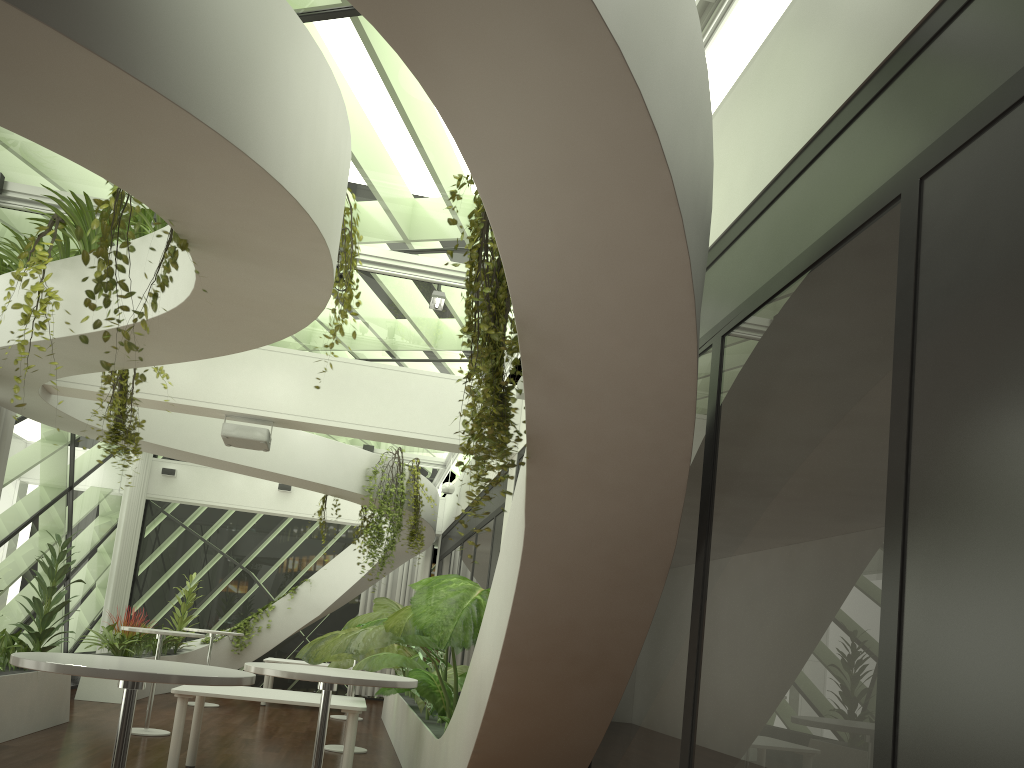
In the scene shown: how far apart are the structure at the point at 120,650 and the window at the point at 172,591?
1.5m

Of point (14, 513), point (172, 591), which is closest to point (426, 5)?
point (14, 513)

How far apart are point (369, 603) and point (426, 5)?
15.5m

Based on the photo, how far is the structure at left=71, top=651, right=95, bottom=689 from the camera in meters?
12.8

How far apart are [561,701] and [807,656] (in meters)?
1.72

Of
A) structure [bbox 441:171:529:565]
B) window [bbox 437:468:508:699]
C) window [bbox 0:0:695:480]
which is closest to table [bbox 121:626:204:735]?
window [bbox 437:468:508:699]

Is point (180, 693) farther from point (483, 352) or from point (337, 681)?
point (483, 352)

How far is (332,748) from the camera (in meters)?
9.13

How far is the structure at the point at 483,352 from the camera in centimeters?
323cm

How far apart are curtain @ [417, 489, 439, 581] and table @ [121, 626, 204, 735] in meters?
7.3
